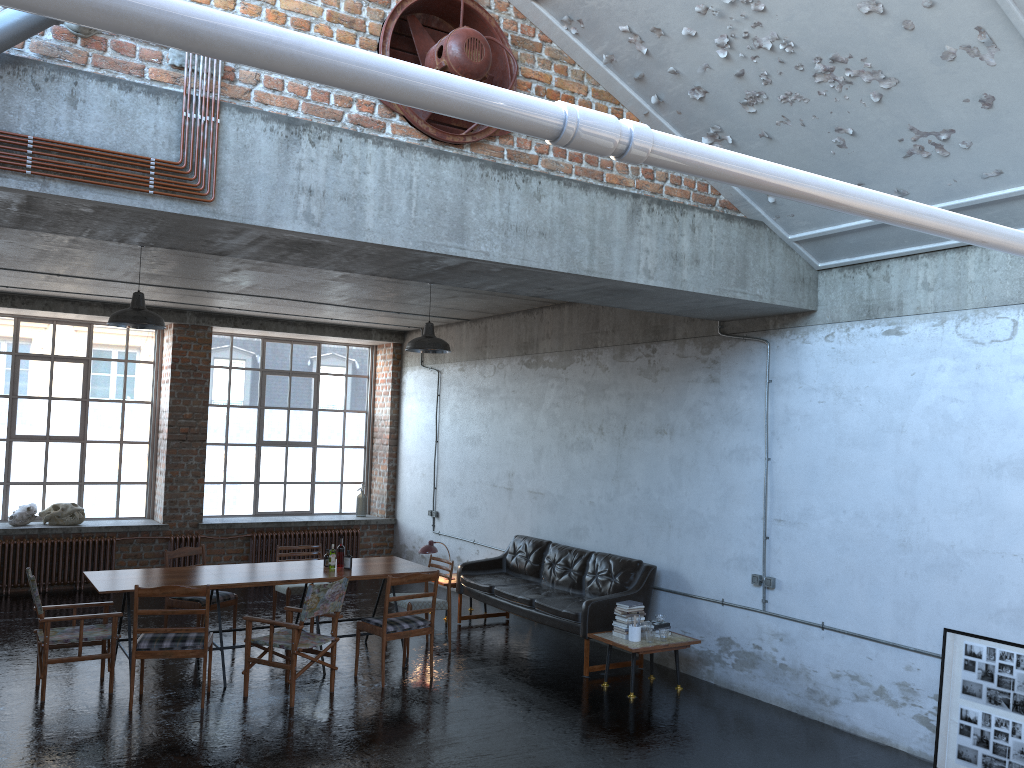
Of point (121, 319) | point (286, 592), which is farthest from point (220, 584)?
point (121, 319)

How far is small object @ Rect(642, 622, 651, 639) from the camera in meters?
8.0 m

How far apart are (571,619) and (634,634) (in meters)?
0.82

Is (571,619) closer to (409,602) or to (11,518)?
(409,602)

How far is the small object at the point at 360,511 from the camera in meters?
14.5

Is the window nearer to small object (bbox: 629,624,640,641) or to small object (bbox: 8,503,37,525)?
small object (bbox: 8,503,37,525)

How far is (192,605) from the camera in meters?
8.8 m

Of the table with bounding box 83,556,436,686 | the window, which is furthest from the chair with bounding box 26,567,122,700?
the window

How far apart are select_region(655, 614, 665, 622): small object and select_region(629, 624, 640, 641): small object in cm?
39

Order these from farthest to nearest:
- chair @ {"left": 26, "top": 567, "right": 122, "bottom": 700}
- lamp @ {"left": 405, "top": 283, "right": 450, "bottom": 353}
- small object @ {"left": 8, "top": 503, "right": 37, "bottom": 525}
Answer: small object @ {"left": 8, "top": 503, "right": 37, "bottom": 525} < lamp @ {"left": 405, "top": 283, "right": 450, "bottom": 353} < chair @ {"left": 26, "top": 567, "right": 122, "bottom": 700}
